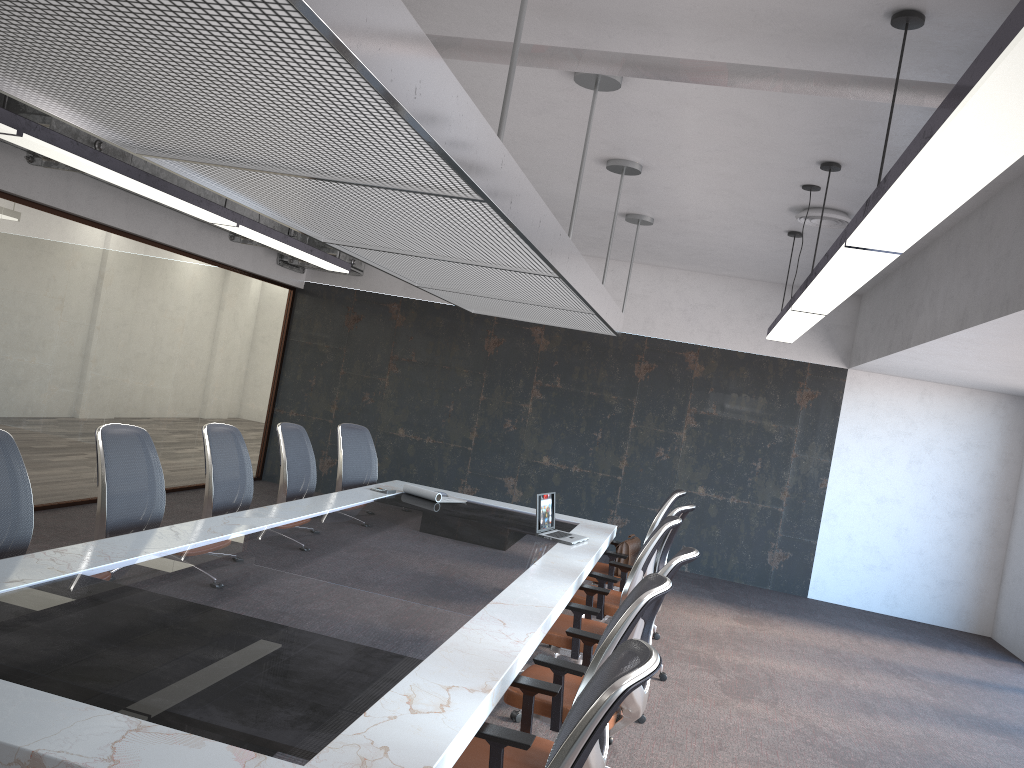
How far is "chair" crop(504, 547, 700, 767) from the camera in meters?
3.5

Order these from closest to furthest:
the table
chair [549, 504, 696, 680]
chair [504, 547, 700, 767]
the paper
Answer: the table
chair [504, 547, 700, 767]
chair [549, 504, 696, 680]
the paper

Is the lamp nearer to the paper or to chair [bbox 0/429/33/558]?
chair [bbox 0/429/33/558]

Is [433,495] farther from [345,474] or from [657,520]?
[657,520]

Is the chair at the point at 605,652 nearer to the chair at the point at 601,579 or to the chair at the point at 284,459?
the chair at the point at 601,579

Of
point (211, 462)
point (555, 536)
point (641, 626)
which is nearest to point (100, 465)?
point (211, 462)

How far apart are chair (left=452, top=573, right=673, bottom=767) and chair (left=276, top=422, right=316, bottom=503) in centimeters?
320cm

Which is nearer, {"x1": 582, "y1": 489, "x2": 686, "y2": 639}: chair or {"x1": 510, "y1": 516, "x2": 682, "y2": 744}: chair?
{"x1": 510, "y1": 516, "x2": 682, "y2": 744}: chair

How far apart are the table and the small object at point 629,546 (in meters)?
0.15

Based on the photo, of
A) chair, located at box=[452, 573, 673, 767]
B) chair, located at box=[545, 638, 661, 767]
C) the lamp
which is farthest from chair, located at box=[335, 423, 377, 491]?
chair, located at box=[545, 638, 661, 767]
